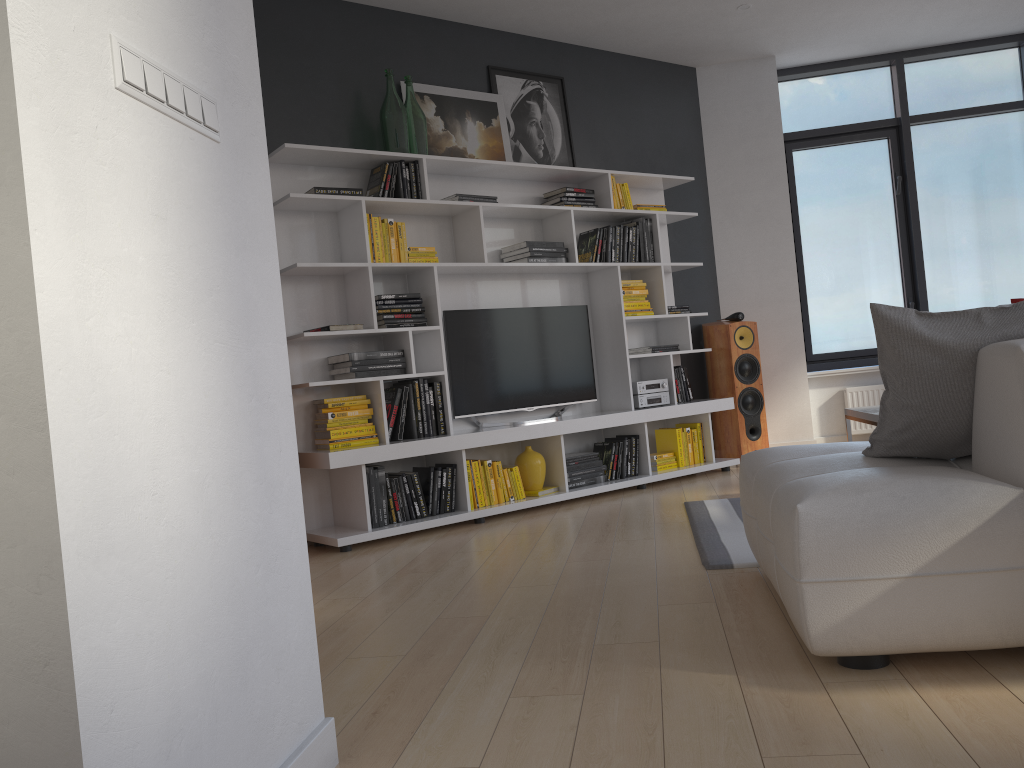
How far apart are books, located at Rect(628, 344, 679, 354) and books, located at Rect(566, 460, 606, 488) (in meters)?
0.91

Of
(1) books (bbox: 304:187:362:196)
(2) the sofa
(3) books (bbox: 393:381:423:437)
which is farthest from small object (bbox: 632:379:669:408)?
(2) the sofa

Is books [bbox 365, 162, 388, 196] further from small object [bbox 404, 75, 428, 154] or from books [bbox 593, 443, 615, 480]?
books [bbox 593, 443, 615, 480]

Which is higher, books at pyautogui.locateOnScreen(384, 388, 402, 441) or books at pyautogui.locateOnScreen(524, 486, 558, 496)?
books at pyautogui.locateOnScreen(384, 388, 402, 441)

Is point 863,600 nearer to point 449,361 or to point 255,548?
point 255,548

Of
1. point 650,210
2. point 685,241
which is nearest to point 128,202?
point 650,210

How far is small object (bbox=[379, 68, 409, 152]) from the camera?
4.9 meters

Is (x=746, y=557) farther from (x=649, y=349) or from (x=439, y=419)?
(x=649, y=349)

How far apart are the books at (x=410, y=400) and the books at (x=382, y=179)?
1.1m

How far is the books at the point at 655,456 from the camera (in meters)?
5.80
